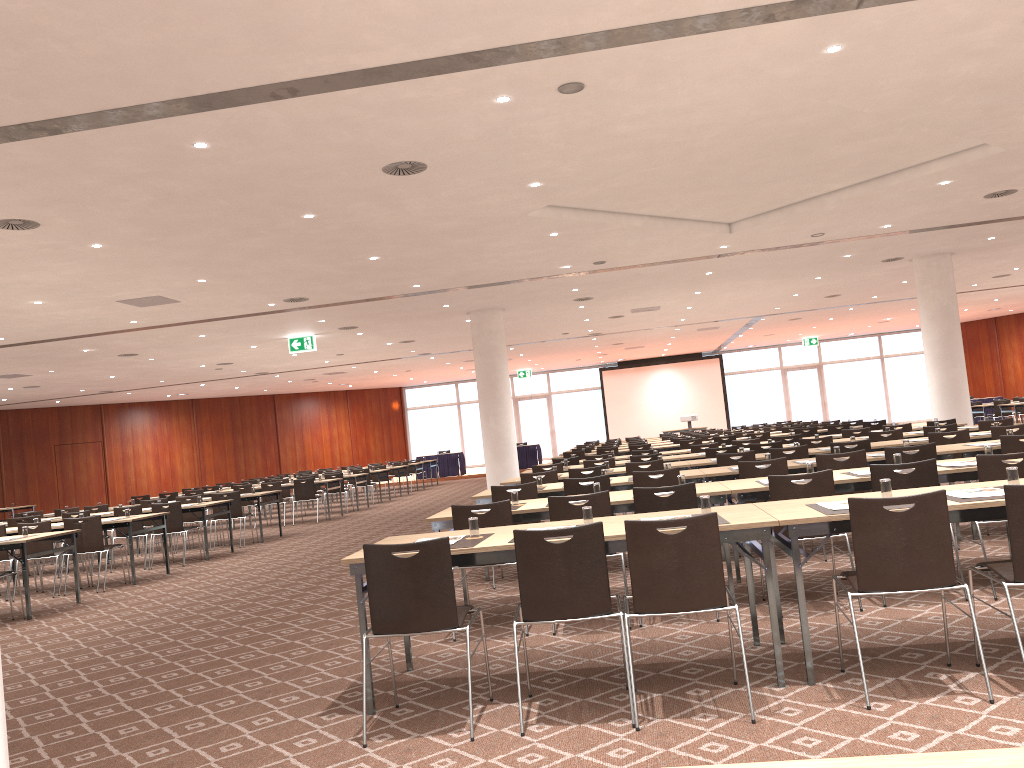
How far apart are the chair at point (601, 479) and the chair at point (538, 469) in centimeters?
407cm

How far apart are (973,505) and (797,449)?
5.74m

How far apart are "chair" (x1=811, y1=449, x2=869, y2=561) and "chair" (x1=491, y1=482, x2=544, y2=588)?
2.58m

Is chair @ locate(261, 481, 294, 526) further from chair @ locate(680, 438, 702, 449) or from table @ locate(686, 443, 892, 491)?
table @ locate(686, 443, 892, 491)

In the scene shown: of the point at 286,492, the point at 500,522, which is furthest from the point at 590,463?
the point at 286,492

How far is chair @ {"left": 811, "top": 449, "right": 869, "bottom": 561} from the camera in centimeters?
788cm

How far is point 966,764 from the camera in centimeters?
133cm

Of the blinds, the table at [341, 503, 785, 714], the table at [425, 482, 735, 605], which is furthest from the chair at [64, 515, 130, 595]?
the blinds

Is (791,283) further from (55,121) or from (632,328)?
(55,121)

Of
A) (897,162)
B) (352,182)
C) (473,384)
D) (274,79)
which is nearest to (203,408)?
(473,384)
